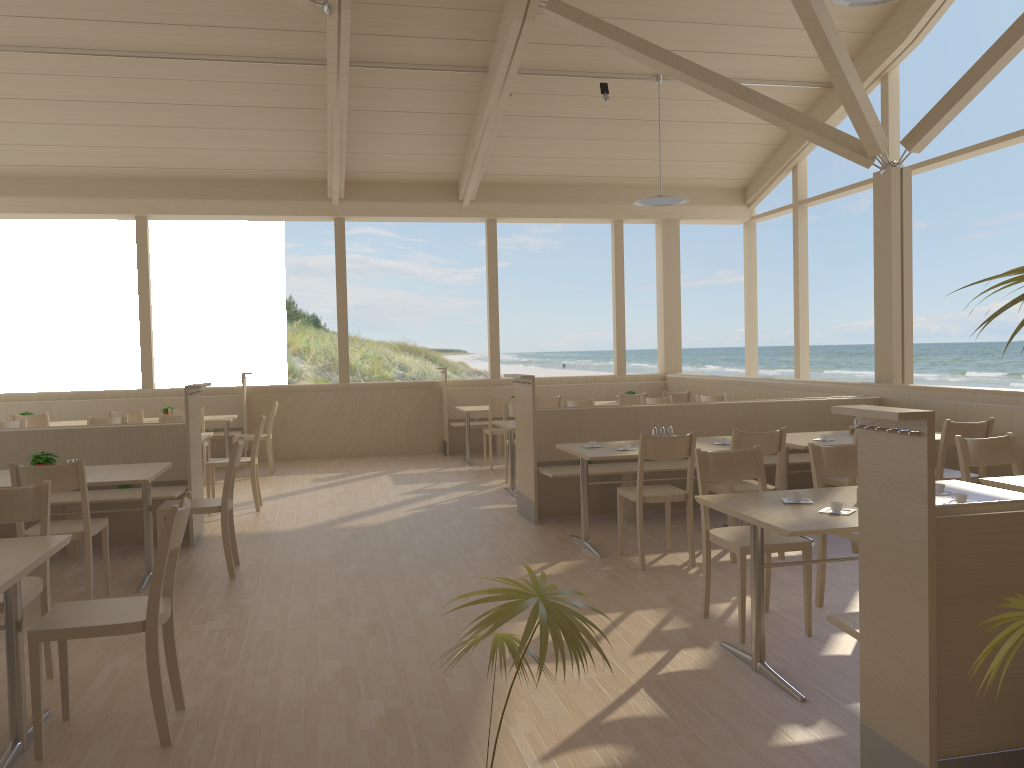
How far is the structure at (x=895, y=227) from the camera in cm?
745

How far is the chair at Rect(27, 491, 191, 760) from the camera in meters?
2.8

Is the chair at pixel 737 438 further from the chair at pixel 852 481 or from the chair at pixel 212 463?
the chair at pixel 212 463

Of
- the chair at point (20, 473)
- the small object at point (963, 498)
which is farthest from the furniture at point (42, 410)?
the small object at point (963, 498)

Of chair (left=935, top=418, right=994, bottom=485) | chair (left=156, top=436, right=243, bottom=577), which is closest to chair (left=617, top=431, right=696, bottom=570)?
chair (left=935, top=418, right=994, bottom=485)

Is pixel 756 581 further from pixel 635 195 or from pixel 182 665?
pixel 635 195

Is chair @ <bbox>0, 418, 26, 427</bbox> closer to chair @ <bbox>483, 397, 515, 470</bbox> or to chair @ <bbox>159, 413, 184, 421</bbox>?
chair @ <bbox>159, 413, 184, 421</bbox>

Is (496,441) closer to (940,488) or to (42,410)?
(42,410)

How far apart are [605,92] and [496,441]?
4.3m

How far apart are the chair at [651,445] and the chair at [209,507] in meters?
2.3
